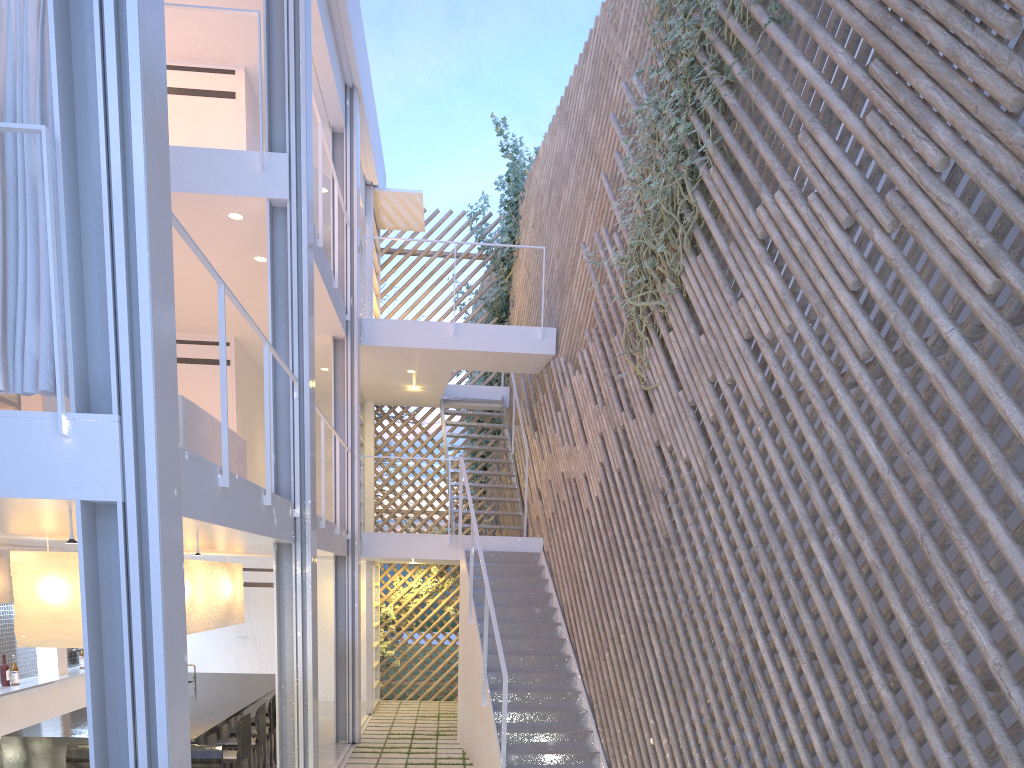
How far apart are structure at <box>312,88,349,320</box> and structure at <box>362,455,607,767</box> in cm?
186

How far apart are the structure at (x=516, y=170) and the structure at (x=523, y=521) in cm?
45

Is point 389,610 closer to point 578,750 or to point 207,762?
point 578,750

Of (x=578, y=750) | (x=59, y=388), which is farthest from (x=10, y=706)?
(x=59, y=388)

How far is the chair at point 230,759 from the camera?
3.7 meters

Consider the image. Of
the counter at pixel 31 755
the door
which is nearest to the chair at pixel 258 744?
the counter at pixel 31 755

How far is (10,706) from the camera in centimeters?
432cm

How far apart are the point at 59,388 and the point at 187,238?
0.6m

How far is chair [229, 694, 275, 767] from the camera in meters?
4.3 m

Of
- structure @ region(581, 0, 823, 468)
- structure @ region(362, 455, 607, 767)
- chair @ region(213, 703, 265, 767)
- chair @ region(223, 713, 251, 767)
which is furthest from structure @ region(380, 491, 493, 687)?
structure @ region(581, 0, 823, 468)
